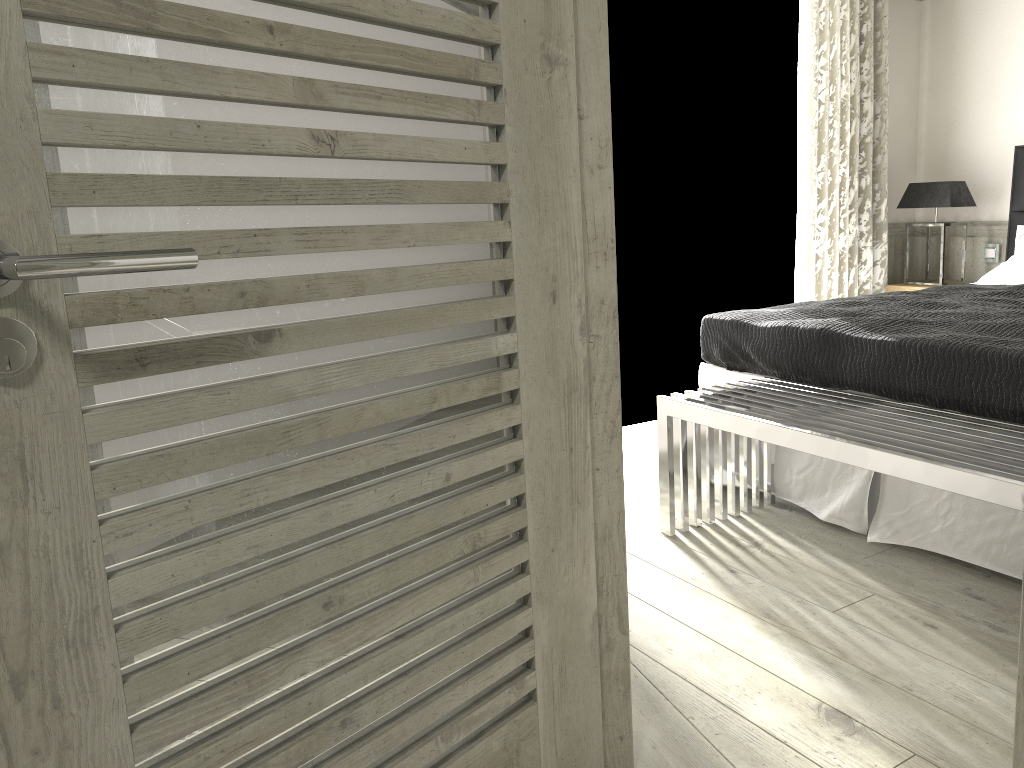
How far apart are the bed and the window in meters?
1.1 m

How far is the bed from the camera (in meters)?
2.81

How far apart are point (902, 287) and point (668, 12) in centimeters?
234cm

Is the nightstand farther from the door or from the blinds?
the door

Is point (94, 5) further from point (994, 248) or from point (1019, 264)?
point (994, 248)

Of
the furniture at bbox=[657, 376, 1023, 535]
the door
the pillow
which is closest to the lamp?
the pillow

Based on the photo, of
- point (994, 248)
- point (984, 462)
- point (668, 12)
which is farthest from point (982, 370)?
point (994, 248)

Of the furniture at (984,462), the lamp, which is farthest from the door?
the lamp

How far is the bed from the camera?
2.8m

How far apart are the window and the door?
3.35m
